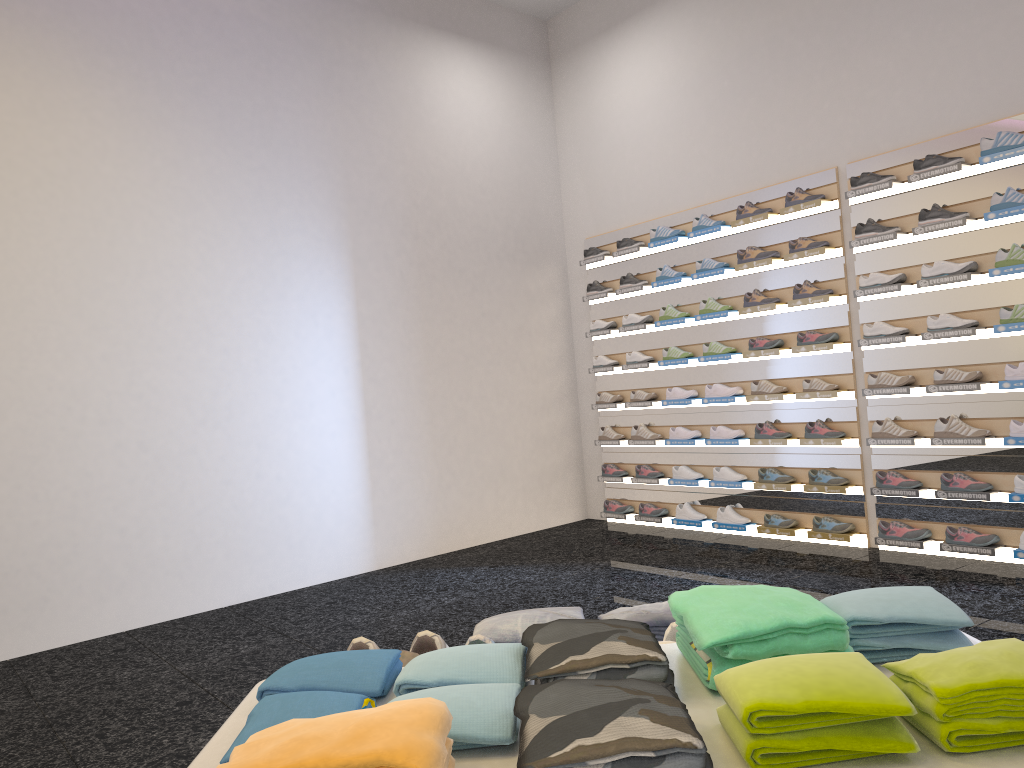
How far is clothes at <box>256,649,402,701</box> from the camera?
1.2 meters

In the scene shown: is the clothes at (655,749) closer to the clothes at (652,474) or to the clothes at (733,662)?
the clothes at (733,662)

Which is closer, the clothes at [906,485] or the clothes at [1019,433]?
the clothes at [1019,433]

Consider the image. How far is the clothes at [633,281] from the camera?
7.1 meters

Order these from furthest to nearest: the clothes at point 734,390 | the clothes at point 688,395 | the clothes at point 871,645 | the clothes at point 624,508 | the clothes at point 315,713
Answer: the clothes at point 624,508, the clothes at point 688,395, the clothes at point 734,390, the clothes at point 871,645, the clothes at point 315,713

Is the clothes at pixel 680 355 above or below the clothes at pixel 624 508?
above

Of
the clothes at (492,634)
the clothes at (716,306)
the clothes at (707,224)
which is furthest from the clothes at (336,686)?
the clothes at (707,224)

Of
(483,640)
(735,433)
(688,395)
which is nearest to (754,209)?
(688,395)

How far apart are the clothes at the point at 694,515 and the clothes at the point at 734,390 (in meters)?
0.91

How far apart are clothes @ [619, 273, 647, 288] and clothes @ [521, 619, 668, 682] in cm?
599
